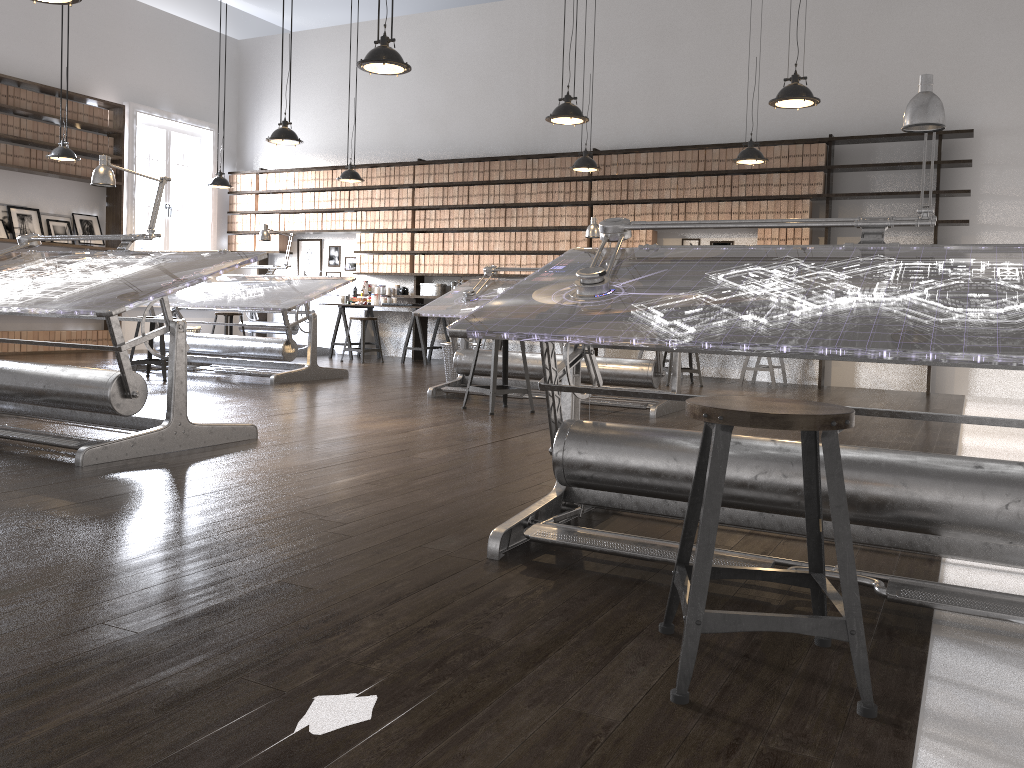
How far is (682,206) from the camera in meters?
9.2 m

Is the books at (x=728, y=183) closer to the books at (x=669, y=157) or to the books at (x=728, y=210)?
the books at (x=728, y=210)

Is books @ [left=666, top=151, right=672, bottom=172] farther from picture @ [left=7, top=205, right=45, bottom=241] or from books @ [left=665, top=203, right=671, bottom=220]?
picture @ [left=7, top=205, right=45, bottom=241]

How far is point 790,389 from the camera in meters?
8.3

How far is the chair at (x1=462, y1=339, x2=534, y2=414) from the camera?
5.7m

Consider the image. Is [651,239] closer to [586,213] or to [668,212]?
[668,212]

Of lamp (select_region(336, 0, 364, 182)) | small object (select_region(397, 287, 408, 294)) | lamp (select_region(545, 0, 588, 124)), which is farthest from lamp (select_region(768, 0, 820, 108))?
small object (select_region(397, 287, 408, 294))

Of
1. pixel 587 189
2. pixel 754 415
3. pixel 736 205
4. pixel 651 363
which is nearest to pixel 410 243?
pixel 587 189

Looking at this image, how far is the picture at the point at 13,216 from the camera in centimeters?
976cm

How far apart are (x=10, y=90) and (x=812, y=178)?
8.4m
